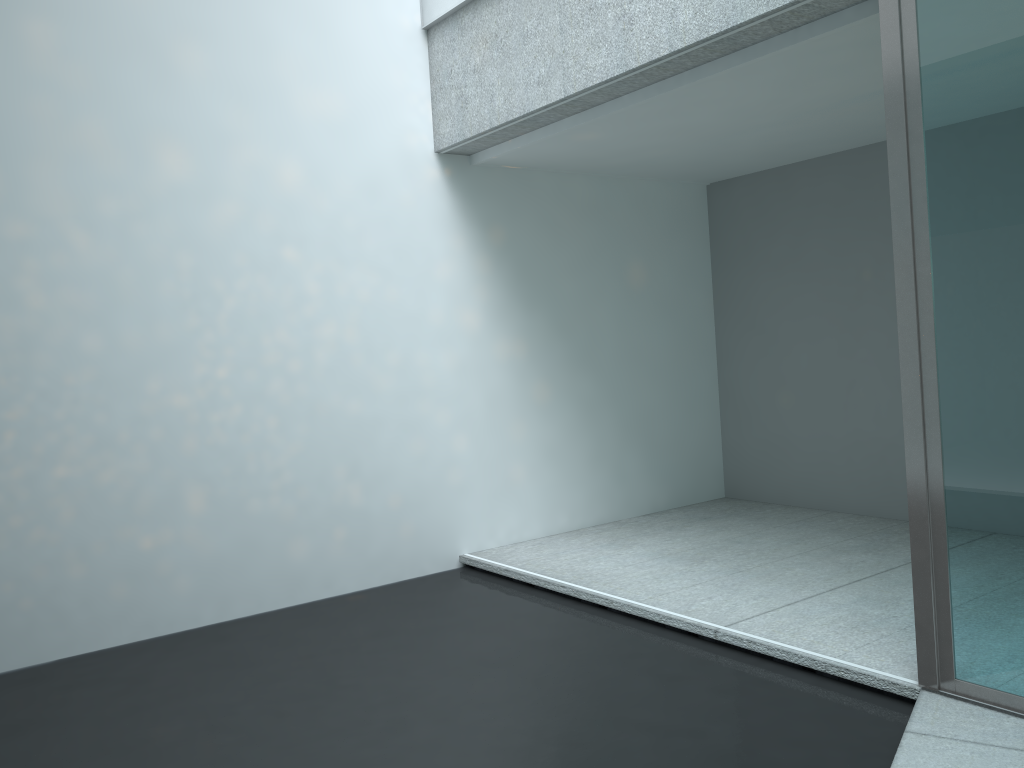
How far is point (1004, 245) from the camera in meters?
2.3

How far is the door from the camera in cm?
228

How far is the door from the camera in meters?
2.3 m
